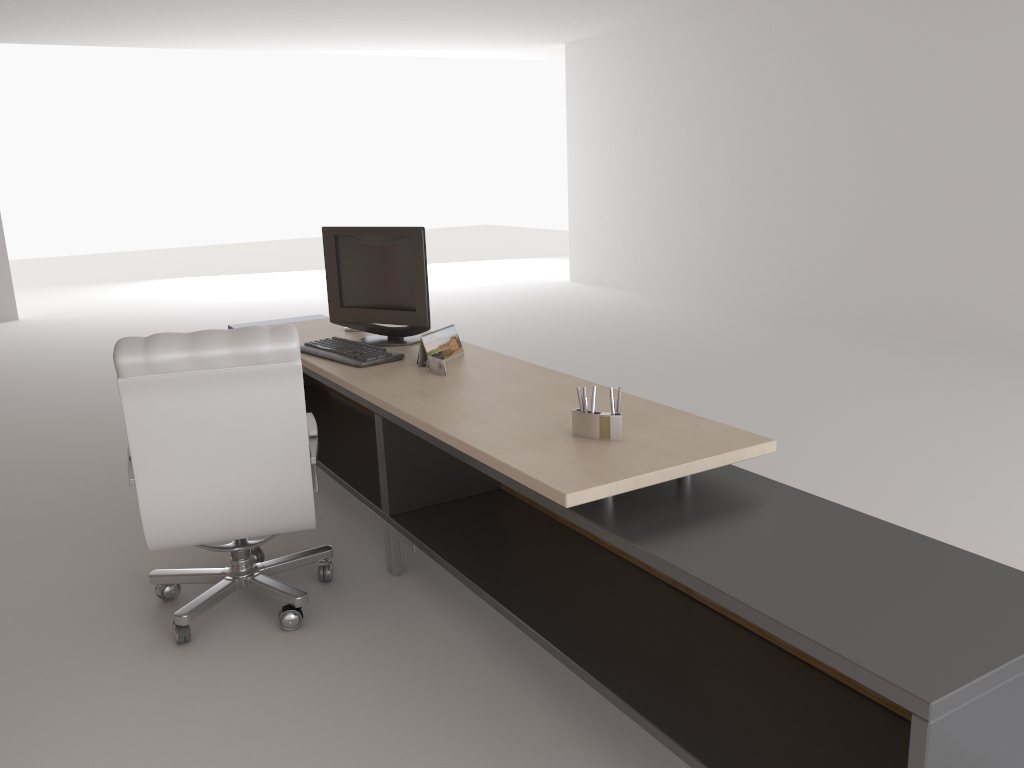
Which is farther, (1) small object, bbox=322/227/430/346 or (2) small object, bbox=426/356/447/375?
(1) small object, bbox=322/227/430/346

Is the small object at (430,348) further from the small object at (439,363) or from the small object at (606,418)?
the small object at (606,418)

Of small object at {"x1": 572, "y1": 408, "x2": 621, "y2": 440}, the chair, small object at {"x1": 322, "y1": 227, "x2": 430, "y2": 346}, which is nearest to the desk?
small object at {"x1": 572, "y1": 408, "x2": 621, "y2": 440}

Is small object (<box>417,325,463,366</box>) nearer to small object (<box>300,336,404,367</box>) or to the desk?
the desk

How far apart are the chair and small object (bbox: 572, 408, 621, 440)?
1.4 meters

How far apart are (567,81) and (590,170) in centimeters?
183cm

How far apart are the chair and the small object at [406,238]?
1.1 meters

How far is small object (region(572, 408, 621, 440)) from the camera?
3.7m

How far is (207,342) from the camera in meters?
4.1 m

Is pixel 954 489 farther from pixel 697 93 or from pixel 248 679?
pixel 697 93
